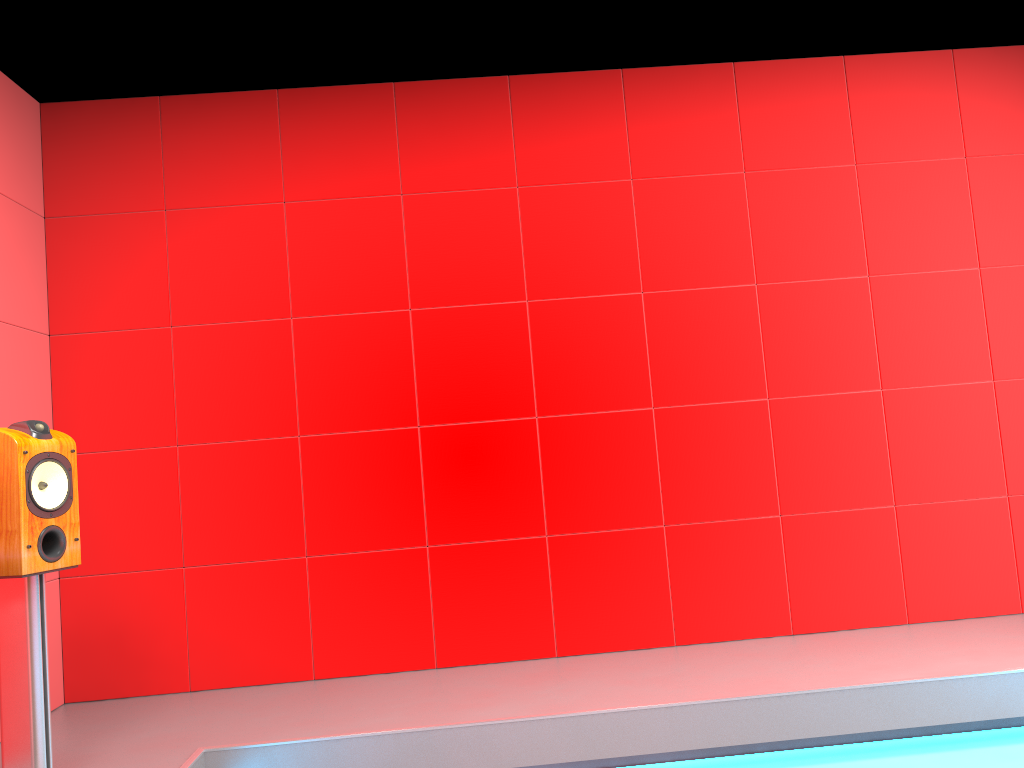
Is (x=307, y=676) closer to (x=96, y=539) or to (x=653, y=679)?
(x=96, y=539)

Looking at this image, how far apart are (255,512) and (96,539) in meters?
0.6

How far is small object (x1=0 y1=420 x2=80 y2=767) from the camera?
2.3 meters

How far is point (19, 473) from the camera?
2.34m

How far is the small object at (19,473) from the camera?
2.3m
